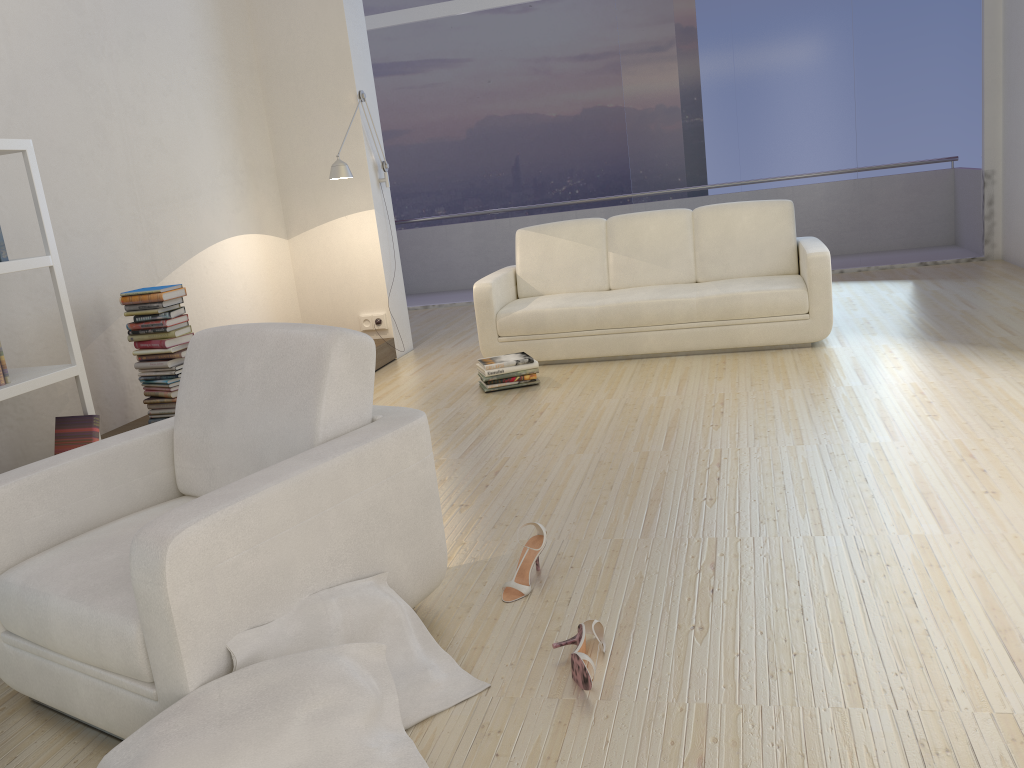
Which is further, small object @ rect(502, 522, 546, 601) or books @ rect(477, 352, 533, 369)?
books @ rect(477, 352, 533, 369)

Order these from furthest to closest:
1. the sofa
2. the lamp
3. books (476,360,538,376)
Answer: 1. the lamp
2. the sofa
3. books (476,360,538,376)

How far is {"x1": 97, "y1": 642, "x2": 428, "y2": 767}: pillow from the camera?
1.7m

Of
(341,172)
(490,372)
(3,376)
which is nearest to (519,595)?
(3,376)

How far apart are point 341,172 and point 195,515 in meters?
4.1 m

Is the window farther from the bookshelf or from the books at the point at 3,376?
the books at the point at 3,376

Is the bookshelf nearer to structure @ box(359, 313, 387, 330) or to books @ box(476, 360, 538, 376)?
books @ box(476, 360, 538, 376)

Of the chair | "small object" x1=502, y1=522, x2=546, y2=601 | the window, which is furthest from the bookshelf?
the window

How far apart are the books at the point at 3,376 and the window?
5.9 meters

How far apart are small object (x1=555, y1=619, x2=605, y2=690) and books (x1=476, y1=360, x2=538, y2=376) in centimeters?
288cm
